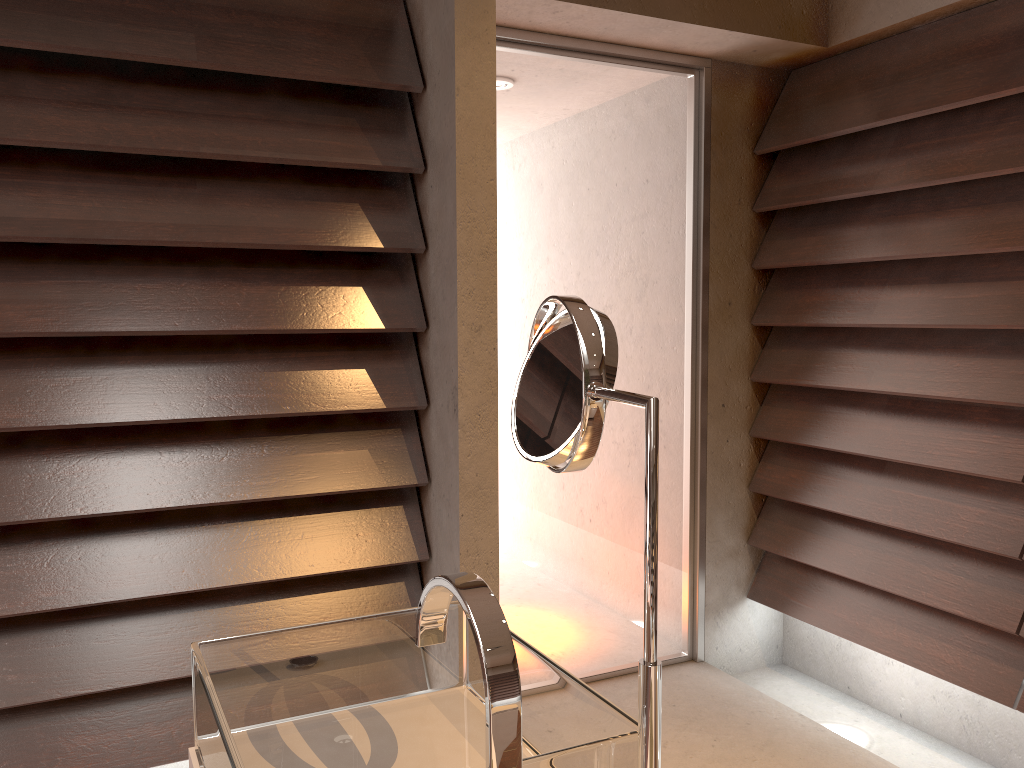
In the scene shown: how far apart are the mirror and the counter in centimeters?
50cm

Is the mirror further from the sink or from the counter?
the counter

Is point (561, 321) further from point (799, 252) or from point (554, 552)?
point (799, 252)

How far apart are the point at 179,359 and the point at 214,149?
0.46m

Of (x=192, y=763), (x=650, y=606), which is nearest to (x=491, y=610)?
(x=650, y=606)

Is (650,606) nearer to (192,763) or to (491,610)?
(491,610)

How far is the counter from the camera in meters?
1.0

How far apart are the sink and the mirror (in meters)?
0.04

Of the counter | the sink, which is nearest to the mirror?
the sink

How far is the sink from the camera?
0.68m
